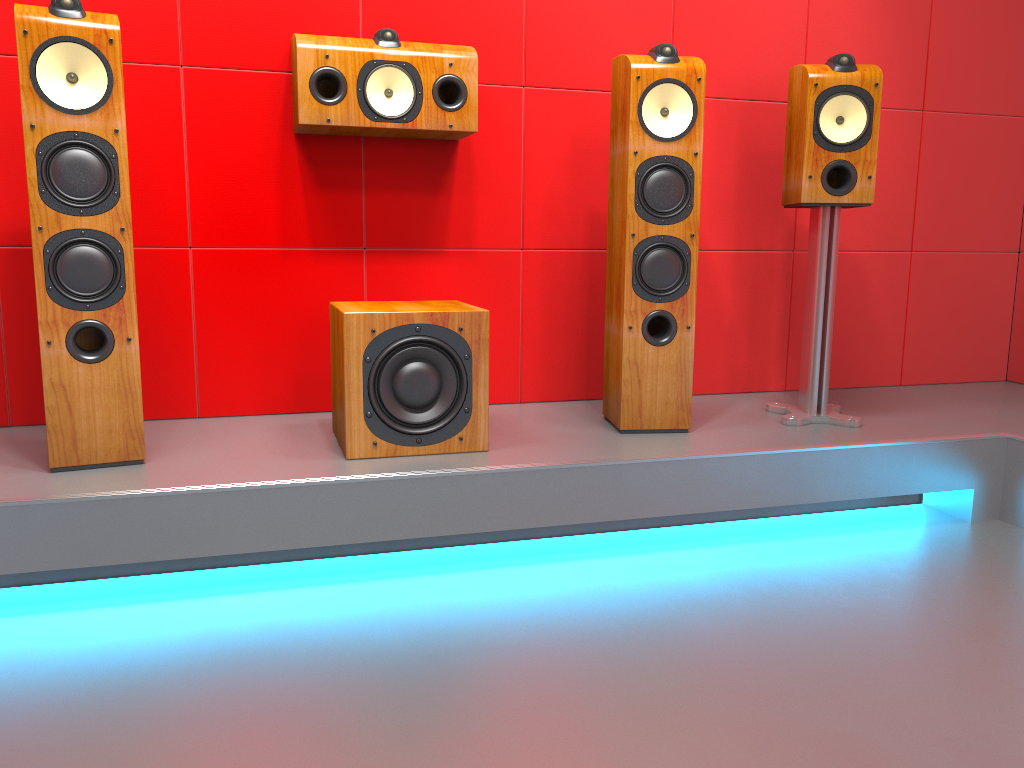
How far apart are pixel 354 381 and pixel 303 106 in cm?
79

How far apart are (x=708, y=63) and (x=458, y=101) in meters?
0.9

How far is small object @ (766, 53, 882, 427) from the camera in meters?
2.5

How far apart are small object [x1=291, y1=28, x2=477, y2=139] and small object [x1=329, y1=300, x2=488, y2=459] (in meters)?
0.49

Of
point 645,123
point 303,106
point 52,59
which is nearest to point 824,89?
point 645,123

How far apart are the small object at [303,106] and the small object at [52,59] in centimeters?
46cm

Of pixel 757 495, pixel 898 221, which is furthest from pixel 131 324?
pixel 898 221

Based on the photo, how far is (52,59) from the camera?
1.90m

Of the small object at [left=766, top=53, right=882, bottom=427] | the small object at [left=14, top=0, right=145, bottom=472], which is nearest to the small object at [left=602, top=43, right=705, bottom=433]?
Answer: the small object at [left=766, top=53, right=882, bottom=427]

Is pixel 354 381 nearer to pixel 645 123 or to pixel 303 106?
pixel 303 106
